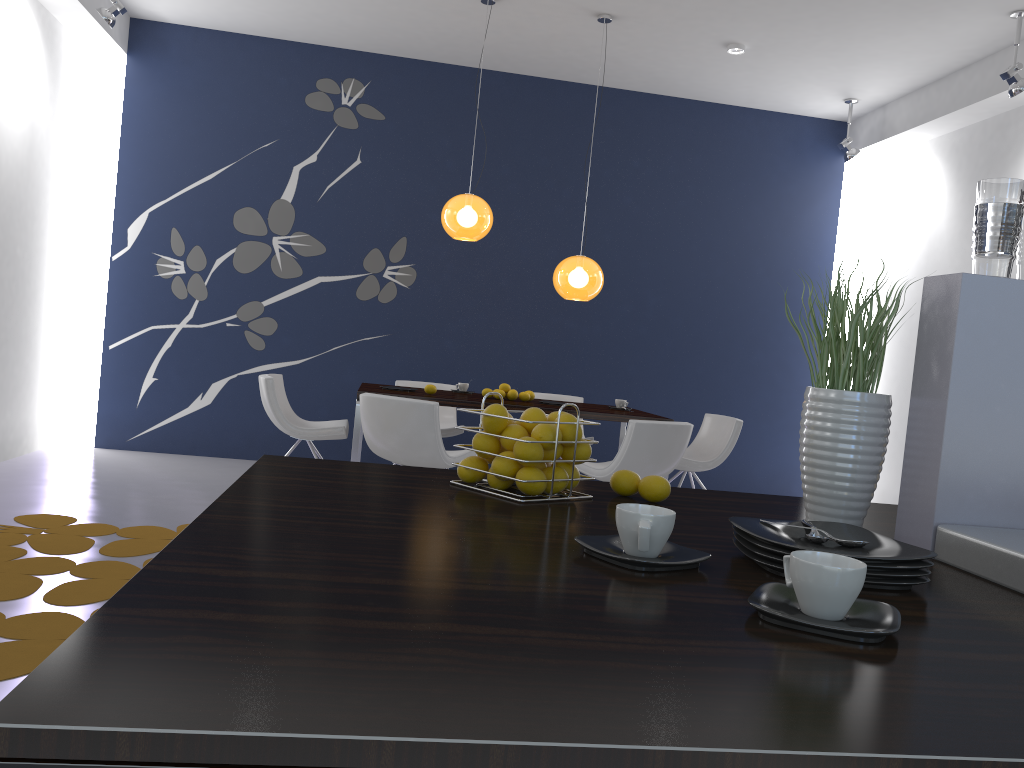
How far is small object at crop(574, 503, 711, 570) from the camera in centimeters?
110cm

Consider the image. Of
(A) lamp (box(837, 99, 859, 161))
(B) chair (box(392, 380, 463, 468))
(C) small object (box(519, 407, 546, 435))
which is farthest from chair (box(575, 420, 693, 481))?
(A) lamp (box(837, 99, 859, 161))

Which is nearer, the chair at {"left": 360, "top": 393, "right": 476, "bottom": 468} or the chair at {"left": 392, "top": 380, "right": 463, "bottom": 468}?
the chair at {"left": 360, "top": 393, "right": 476, "bottom": 468}

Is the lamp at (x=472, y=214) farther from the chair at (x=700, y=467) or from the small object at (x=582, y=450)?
the small object at (x=582, y=450)

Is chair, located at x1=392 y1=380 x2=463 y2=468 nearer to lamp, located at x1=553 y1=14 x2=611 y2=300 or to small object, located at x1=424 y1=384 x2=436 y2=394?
small object, located at x1=424 y1=384 x2=436 y2=394

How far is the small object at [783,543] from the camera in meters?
1.1

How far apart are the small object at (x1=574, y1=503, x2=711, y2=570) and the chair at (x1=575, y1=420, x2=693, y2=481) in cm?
380

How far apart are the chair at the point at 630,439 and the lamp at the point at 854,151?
3.55m

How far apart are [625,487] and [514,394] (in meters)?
4.41

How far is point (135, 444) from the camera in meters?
7.3 m
